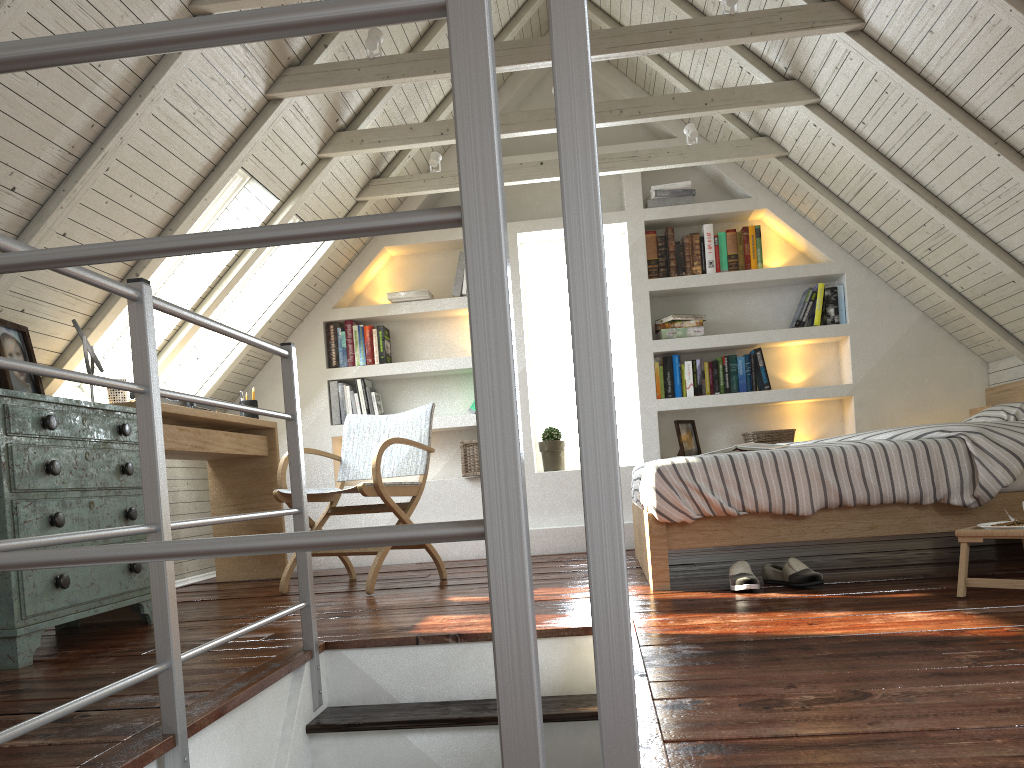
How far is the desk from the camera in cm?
361

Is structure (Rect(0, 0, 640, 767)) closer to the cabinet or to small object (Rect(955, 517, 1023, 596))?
the cabinet

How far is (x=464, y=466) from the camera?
4.8 meters

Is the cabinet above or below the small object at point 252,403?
below

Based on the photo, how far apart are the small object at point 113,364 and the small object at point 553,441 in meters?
Result: 2.2 m

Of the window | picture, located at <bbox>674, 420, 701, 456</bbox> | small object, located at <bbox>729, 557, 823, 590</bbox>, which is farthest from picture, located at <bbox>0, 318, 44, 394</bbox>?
picture, located at <bbox>674, 420, 701, 456</bbox>

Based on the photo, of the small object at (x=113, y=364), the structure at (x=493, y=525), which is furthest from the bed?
the small object at (x=113, y=364)

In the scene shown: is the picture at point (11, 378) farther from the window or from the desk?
the window

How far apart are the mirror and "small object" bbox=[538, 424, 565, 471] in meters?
2.5

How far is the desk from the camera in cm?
361
